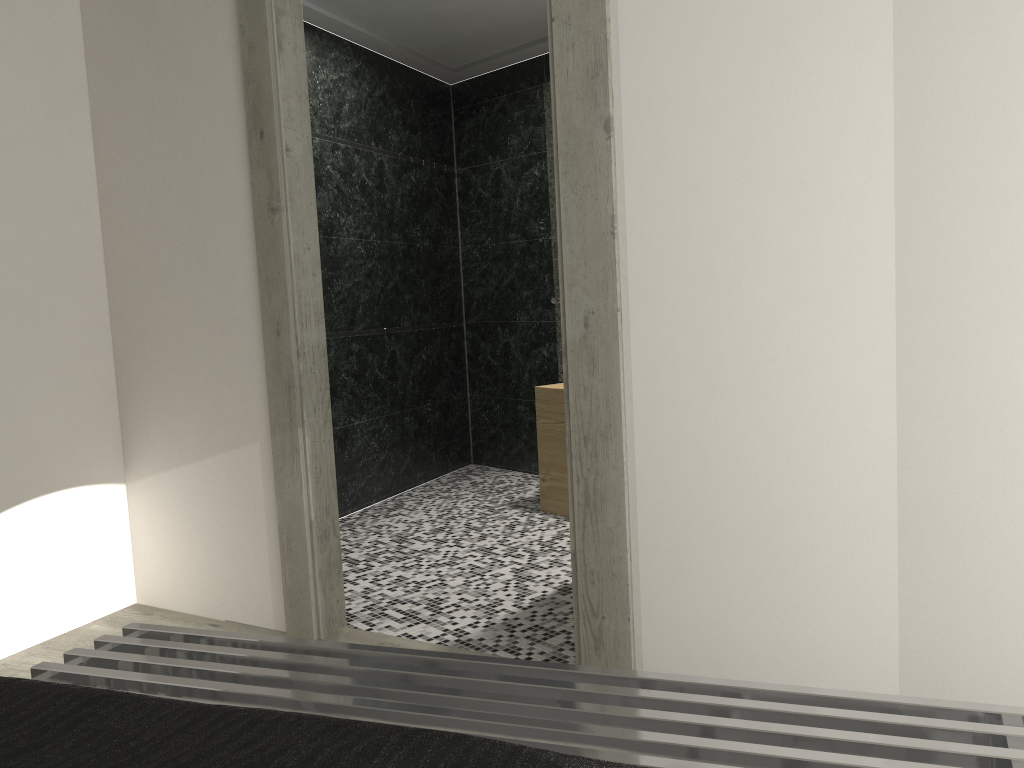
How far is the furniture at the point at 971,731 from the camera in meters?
1.3

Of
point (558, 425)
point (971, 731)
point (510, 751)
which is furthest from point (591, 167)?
point (558, 425)

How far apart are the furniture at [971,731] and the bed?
0.4m

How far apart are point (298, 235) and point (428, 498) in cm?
273

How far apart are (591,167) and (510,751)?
1.91m

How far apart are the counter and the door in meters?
1.7 m

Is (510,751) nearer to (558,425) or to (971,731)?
(971,731)

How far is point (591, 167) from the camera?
2.51m

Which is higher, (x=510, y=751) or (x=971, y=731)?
(x=510, y=751)

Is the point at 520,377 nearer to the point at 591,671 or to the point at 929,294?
the point at 929,294
